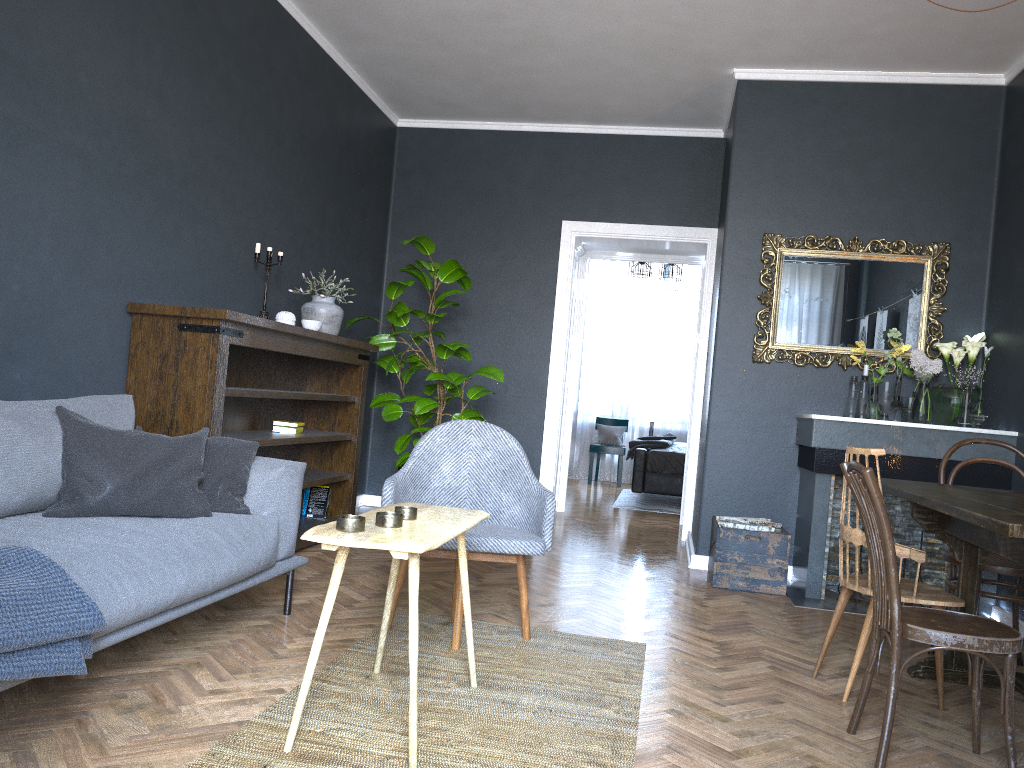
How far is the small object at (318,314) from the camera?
5.0m

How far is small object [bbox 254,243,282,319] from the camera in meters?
4.7

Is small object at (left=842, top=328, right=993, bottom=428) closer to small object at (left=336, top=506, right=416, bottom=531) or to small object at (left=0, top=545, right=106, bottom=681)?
small object at (left=336, top=506, right=416, bottom=531)

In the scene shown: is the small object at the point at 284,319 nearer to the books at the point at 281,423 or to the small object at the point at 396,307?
the books at the point at 281,423

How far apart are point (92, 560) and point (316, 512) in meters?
3.1

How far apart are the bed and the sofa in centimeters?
518cm

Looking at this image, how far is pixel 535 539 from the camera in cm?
322

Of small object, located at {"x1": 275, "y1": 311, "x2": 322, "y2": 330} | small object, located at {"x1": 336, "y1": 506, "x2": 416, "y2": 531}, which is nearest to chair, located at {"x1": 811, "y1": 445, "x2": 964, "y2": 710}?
small object, located at {"x1": 336, "y1": 506, "x2": 416, "y2": 531}

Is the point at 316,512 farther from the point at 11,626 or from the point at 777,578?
the point at 11,626

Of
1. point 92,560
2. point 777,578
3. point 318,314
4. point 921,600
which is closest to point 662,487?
point 777,578
